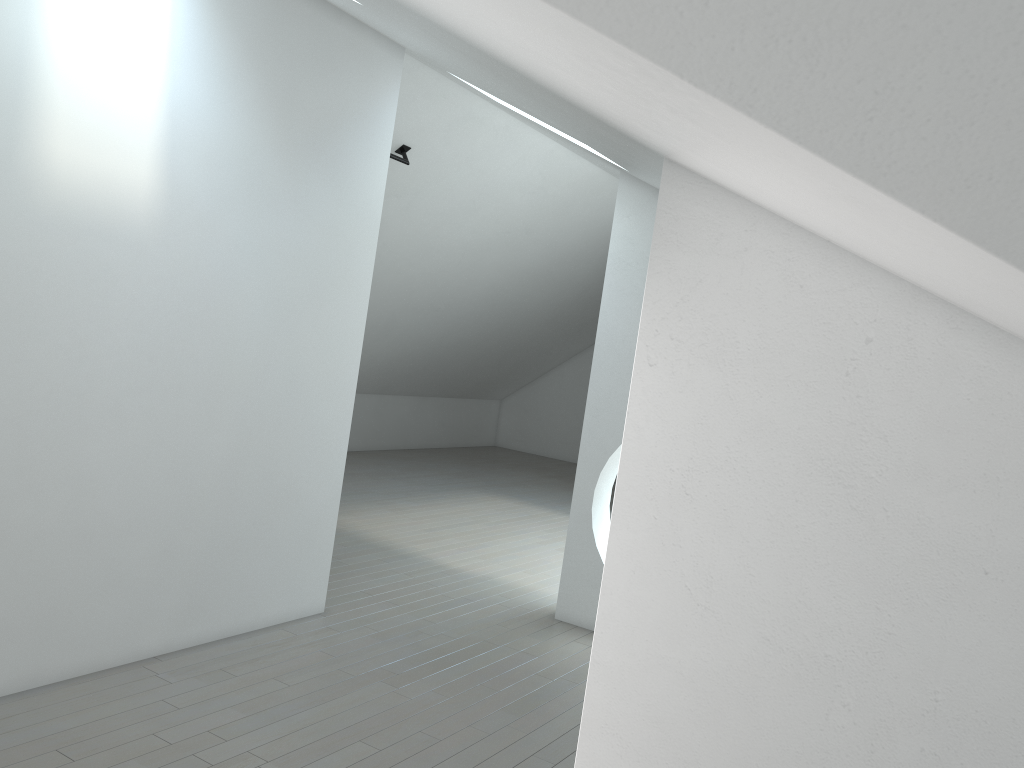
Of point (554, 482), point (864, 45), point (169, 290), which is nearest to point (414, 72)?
point (169, 290)
